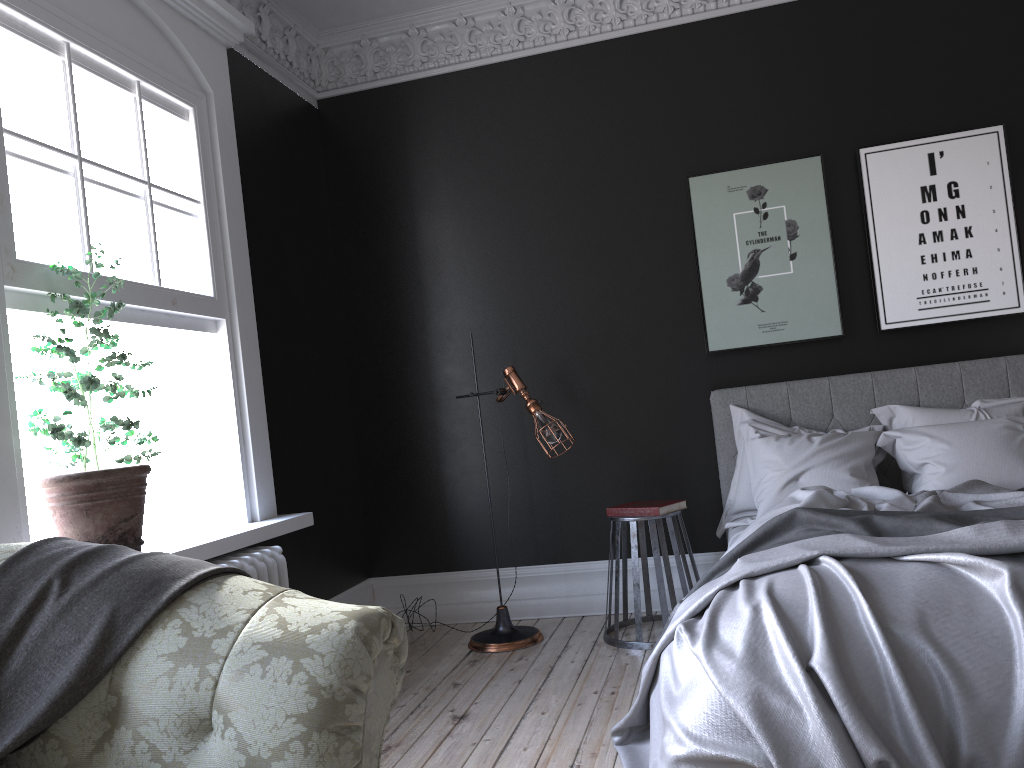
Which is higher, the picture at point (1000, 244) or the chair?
the picture at point (1000, 244)

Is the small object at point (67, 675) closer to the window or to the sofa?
the sofa

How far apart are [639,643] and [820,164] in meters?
2.9 m

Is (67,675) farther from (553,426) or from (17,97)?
(553,426)

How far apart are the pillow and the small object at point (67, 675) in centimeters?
326cm

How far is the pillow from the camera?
4.31m

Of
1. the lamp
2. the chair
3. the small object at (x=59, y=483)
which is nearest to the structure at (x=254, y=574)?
the small object at (x=59, y=483)

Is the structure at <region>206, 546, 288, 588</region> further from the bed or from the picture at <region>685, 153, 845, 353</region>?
the picture at <region>685, 153, 845, 353</region>

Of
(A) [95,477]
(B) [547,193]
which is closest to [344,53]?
(B) [547,193]

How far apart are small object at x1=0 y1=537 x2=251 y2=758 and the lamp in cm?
294
